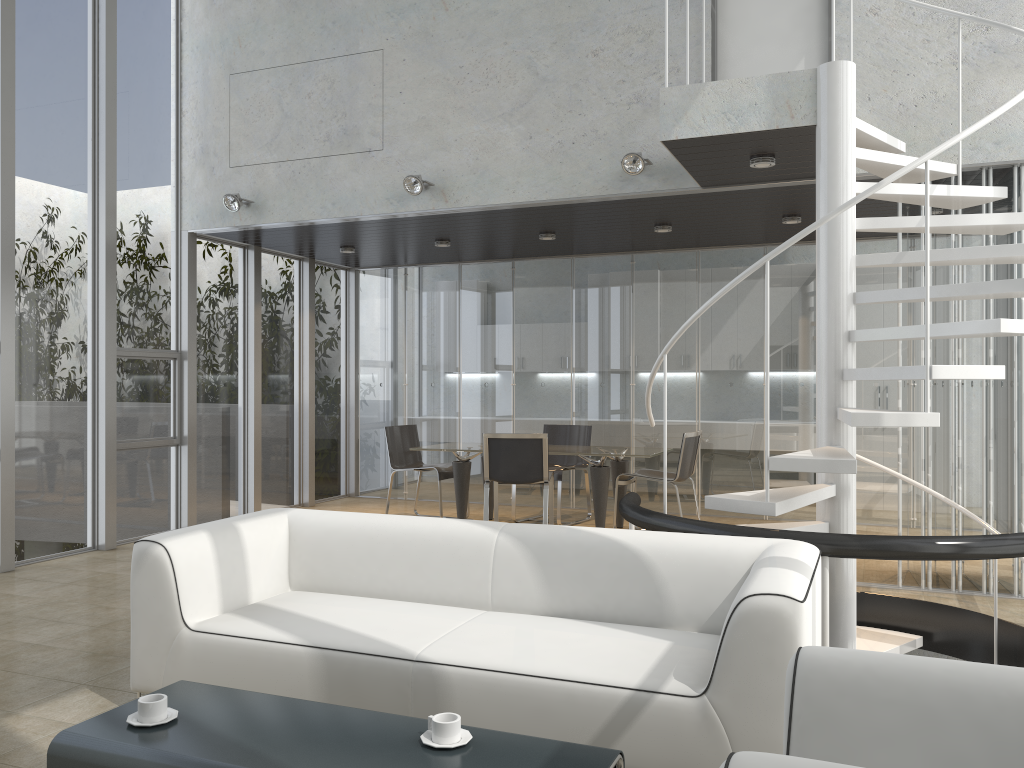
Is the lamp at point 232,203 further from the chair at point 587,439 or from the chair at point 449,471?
the chair at point 587,439

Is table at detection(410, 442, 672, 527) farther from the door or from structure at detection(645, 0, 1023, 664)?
the door

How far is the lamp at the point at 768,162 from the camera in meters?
5.4 m

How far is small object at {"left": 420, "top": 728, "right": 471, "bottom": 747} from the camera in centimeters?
227cm

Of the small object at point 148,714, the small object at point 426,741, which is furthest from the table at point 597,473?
the small object at point 148,714

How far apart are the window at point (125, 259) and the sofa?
3.73m

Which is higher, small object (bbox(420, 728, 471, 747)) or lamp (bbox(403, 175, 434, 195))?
lamp (bbox(403, 175, 434, 195))

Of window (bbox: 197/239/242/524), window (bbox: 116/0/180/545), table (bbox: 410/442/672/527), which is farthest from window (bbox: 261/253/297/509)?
table (bbox: 410/442/672/527)

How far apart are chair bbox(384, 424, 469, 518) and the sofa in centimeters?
400cm

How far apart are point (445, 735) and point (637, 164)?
4.7m
